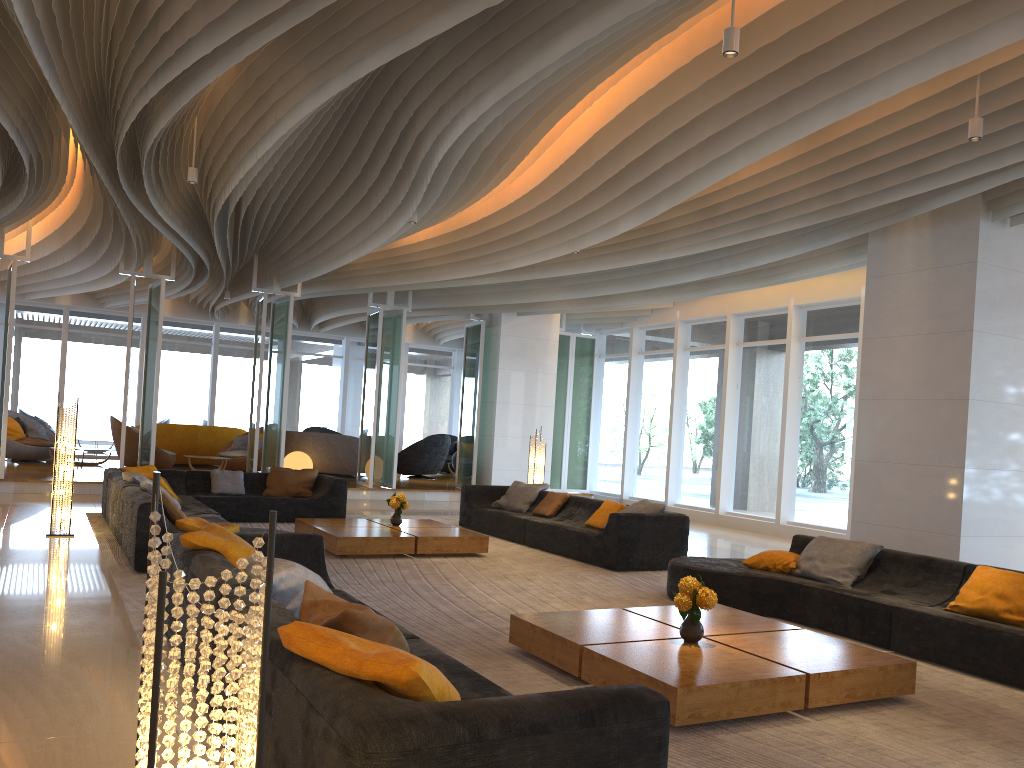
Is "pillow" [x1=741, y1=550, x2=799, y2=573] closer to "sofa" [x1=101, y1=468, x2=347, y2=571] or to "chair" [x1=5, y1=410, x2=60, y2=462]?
"sofa" [x1=101, y1=468, x2=347, y2=571]

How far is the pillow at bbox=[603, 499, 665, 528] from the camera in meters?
9.2

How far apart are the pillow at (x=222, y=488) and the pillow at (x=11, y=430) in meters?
7.9 m

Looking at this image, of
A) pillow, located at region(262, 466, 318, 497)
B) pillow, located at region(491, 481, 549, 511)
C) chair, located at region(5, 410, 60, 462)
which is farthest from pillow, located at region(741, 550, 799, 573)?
chair, located at region(5, 410, 60, 462)

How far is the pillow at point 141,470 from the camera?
10.8m

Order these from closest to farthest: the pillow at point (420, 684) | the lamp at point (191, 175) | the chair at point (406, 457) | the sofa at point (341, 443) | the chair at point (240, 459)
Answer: the pillow at point (420, 684) < the lamp at point (191, 175) < the chair at point (240, 459) < the sofa at point (341, 443) < the chair at point (406, 457)

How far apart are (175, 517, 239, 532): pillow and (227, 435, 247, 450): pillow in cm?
1084

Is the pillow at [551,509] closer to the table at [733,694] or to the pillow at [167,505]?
the pillow at [167,505]

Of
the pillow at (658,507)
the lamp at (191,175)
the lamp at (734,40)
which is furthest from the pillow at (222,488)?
the lamp at (734,40)

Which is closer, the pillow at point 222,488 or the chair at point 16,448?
the pillow at point 222,488
